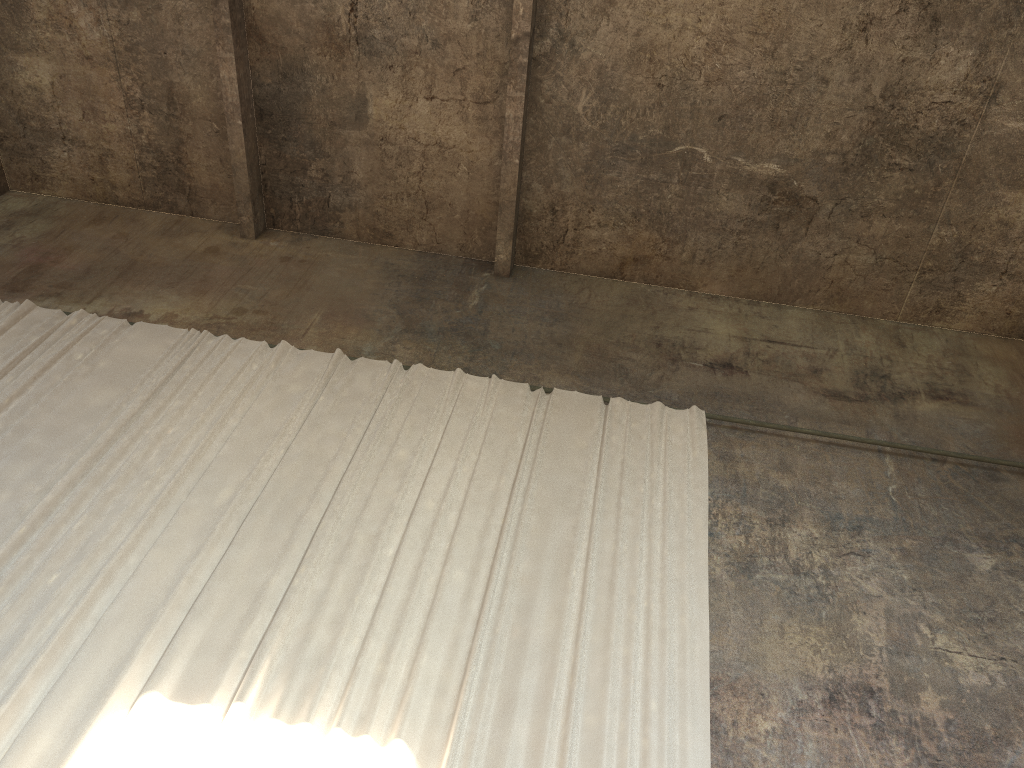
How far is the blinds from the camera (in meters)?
5.29

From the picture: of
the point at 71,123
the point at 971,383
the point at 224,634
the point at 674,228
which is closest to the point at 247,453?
the point at 224,634

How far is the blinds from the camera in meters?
5.3

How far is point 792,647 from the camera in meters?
6.3
